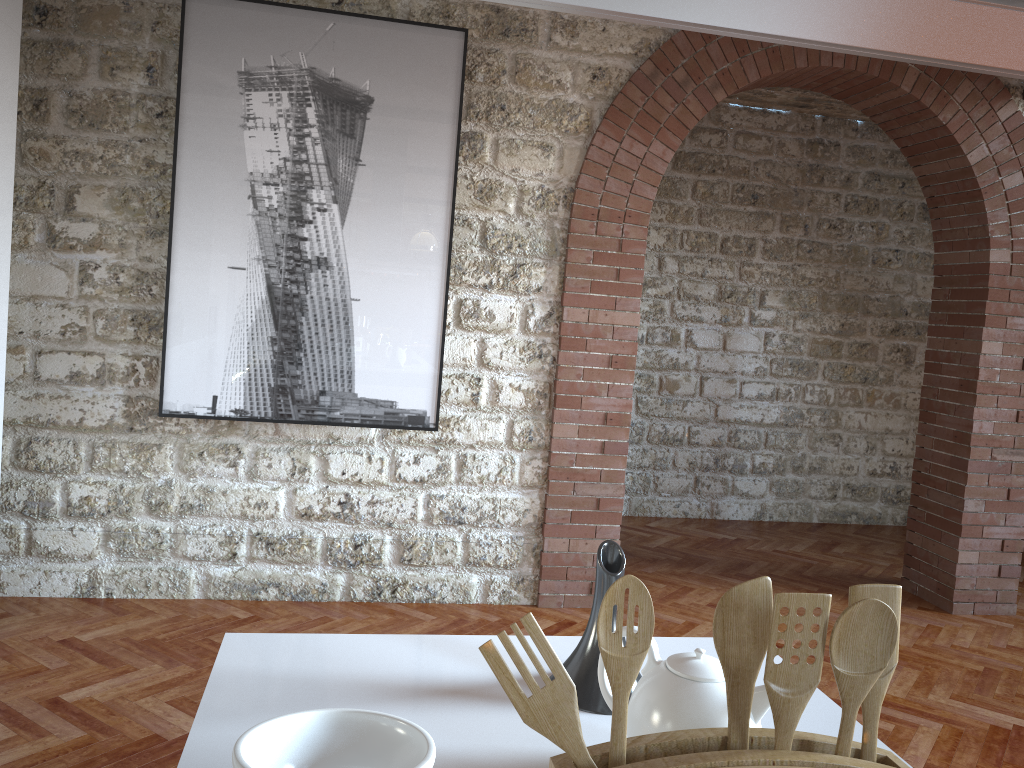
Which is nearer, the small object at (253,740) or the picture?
the small object at (253,740)

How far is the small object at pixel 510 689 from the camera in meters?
0.8

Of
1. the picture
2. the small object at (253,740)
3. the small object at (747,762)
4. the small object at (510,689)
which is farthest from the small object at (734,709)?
the picture

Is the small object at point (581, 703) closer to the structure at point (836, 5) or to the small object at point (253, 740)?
the small object at point (253, 740)

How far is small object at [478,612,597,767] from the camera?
0.8m

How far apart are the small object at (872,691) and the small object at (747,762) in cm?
Result: 1

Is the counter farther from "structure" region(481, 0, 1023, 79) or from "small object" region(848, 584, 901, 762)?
"structure" region(481, 0, 1023, 79)

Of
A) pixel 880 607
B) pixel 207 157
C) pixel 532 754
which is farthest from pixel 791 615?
pixel 207 157

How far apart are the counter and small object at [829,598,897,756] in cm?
37

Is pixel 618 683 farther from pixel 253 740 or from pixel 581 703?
pixel 581 703
